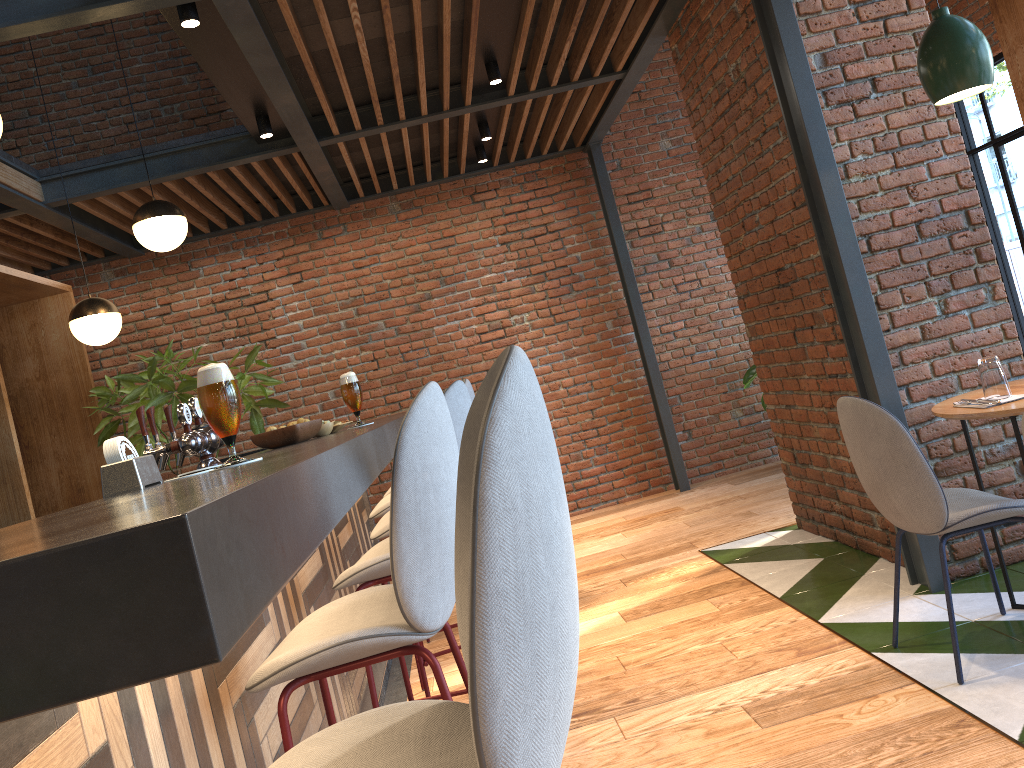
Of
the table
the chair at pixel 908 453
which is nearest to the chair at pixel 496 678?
the chair at pixel 908 453

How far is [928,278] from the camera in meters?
3.6

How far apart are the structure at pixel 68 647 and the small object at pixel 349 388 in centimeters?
11cm

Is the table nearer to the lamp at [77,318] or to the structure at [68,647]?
the structure at [68,647]

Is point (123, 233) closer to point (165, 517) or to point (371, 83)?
point (371, 83)

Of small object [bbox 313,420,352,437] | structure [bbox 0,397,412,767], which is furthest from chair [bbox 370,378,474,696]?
small object [bbox 313,420,352,437]

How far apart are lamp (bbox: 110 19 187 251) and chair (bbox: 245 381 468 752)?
3.1 meters

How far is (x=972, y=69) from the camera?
2.81m

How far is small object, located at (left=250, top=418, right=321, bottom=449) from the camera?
2.6m

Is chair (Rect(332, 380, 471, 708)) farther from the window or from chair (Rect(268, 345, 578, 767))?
the window
